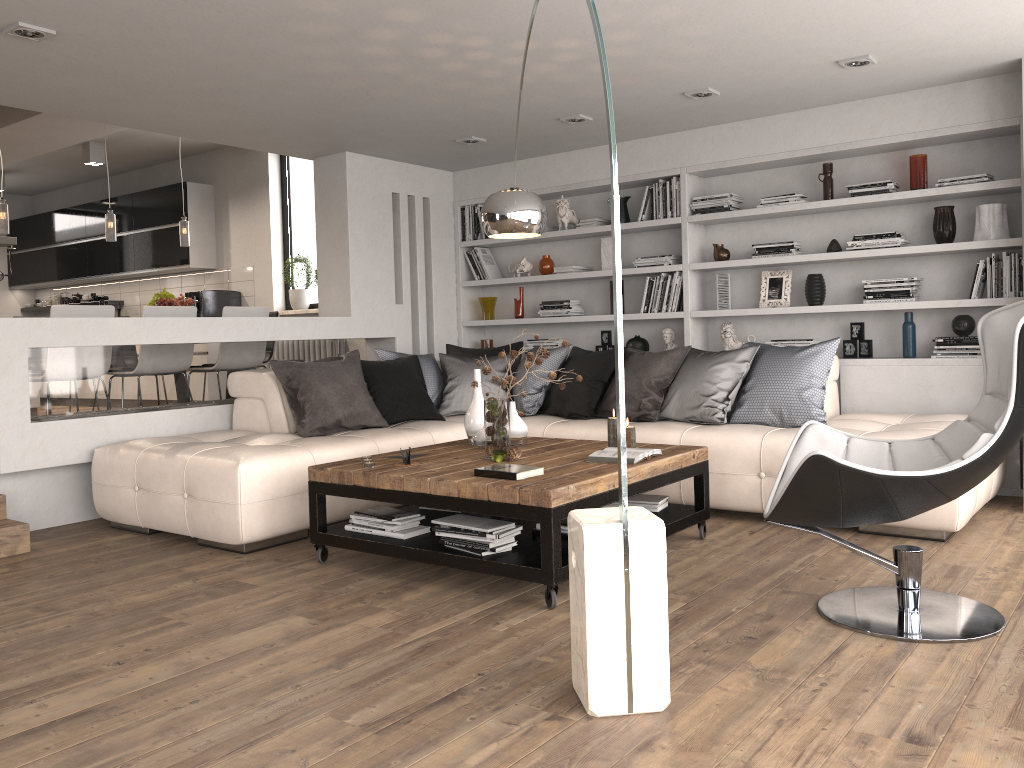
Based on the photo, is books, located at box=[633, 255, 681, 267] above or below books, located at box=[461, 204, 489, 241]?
below

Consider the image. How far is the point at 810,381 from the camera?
4.88m

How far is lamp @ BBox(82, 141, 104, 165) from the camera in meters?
9.0

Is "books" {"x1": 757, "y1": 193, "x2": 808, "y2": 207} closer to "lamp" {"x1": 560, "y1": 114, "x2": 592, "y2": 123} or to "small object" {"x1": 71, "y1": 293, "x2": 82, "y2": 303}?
"lamp" {"x1": 560, "y1": 114, "x2": 592, "y2": 123}

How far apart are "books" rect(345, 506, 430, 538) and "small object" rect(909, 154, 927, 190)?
3.72m

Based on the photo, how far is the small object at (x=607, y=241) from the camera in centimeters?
681cm

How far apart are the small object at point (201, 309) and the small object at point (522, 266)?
3.5m

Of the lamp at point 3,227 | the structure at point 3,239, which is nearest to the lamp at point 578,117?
the lamp at point 3,227

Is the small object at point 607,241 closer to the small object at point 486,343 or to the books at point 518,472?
A: the small object at point 486,343

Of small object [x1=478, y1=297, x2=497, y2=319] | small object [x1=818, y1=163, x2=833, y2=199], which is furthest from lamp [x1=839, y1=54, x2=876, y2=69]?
small object [x1=478, y1=297, x2=497, y2=319]
